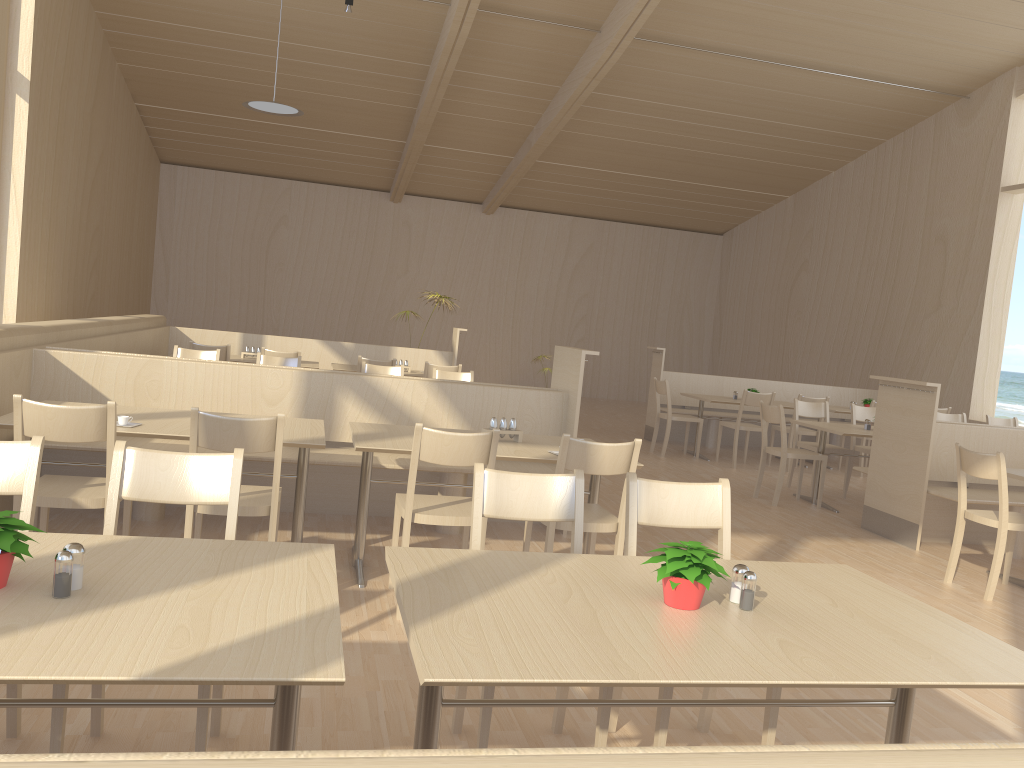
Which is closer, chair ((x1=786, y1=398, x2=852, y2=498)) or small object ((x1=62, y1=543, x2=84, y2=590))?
small object ((x1=62, y1=543, x2=84, y2=590))

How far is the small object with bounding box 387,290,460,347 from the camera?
10.25m

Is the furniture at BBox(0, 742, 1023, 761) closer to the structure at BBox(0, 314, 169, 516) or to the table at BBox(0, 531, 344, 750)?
the table at BBox(0, 531, 344, 750)

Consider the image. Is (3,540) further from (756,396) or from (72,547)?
(756,396)

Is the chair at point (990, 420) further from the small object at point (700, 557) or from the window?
the small object at point (700, 557)

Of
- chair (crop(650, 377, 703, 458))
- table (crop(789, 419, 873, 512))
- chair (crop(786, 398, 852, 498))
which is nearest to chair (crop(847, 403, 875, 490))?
chair (crop(786, 398, 852, 498))

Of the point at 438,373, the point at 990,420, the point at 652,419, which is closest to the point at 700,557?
the point at 438,373

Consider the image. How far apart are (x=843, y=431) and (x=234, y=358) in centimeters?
533cm

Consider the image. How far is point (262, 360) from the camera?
6.83m

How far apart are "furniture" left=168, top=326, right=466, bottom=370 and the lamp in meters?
2.3 m
